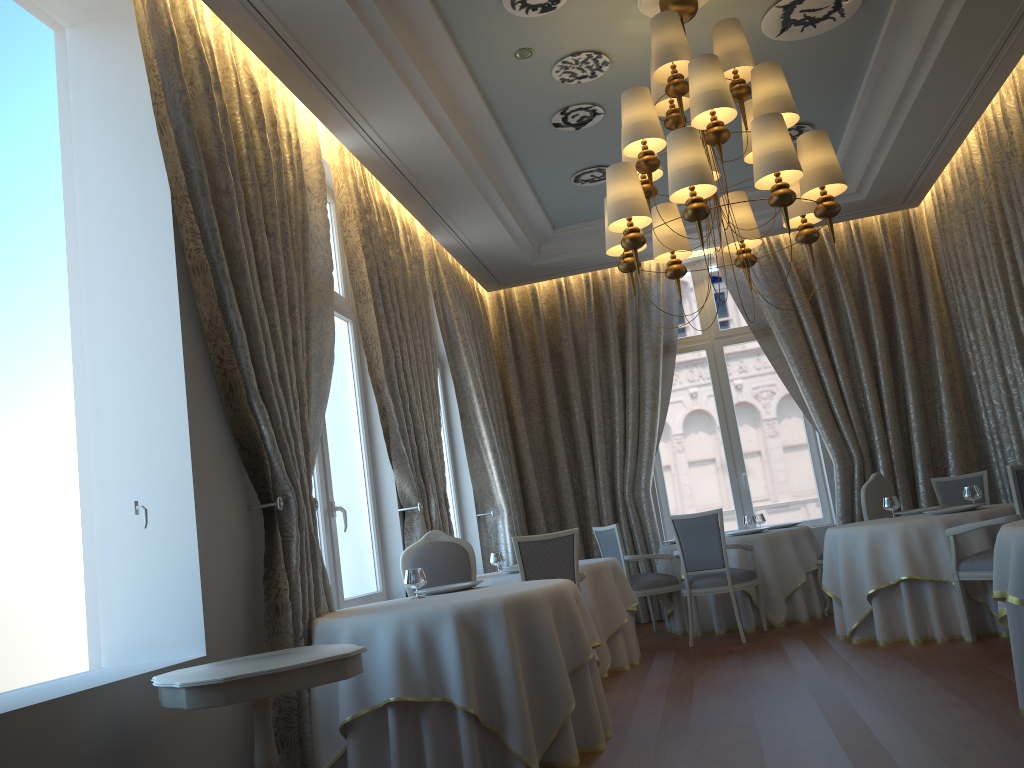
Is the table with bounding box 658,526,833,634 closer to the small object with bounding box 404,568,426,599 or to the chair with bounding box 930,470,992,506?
the chair with bounding box 930,470,992,506

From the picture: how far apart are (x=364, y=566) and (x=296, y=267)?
2.59m

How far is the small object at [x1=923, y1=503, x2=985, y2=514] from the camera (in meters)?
6.26

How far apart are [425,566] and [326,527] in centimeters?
71cm

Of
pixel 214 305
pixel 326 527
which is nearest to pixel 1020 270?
pixel 326 527

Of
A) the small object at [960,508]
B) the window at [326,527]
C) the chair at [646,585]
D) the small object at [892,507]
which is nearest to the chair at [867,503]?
the small object at [892,507]

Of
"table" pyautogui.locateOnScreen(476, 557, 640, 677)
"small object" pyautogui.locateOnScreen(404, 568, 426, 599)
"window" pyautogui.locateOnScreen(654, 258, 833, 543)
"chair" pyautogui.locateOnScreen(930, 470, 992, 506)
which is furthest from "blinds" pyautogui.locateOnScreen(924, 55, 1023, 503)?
"small object" pyautogui.locateOnScreen(404, 568, 426, 599)

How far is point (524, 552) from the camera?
6.07m

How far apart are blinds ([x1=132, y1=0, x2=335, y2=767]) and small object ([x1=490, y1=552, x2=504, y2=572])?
2.78m

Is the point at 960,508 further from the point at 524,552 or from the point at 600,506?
the point at 600,506
